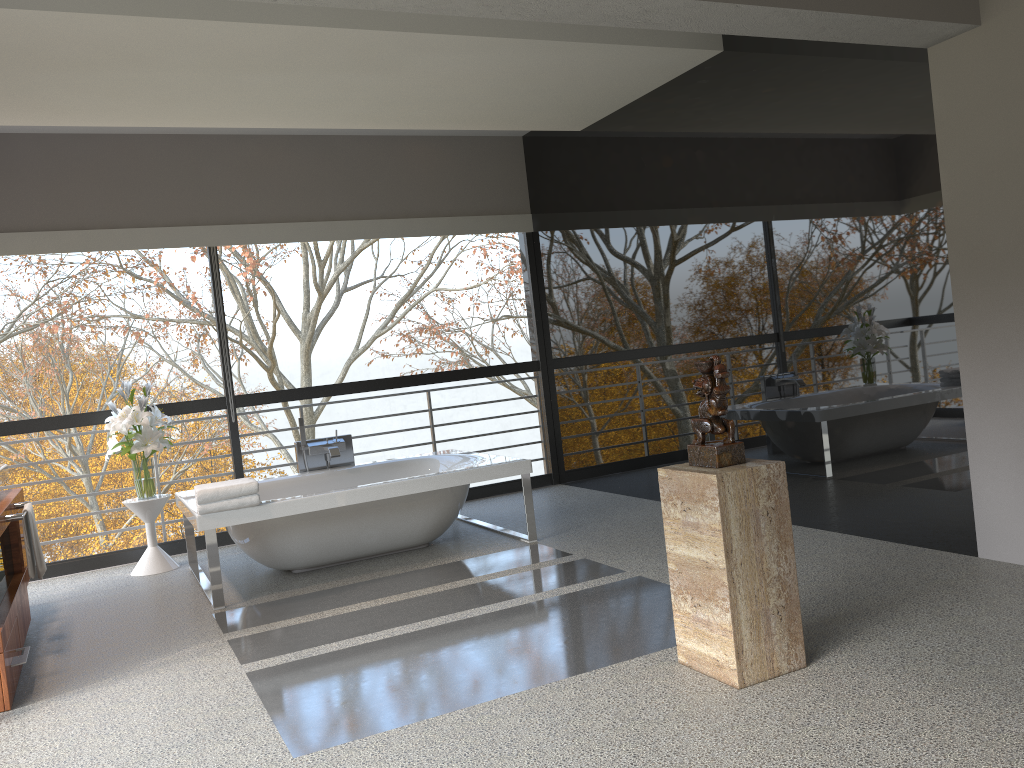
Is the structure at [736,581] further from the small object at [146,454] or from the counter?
the small object at [146,454]

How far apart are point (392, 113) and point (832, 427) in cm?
331

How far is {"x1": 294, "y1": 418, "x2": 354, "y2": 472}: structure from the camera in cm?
614

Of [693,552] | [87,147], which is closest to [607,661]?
[693,552]

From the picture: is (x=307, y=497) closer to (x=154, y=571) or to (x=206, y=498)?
(x=206, y=498)

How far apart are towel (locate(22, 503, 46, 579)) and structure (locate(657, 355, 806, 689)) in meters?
3.1

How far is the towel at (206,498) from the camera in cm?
461

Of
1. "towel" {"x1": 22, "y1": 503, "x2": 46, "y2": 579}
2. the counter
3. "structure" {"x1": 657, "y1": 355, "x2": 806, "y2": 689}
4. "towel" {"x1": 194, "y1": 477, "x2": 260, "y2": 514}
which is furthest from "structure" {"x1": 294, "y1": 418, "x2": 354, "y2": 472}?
"structure" {"x1": 657, "y1": 355, "x2": 806, "y2": 689}

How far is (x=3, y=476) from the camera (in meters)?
4.76

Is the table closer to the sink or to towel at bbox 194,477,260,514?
the sink
